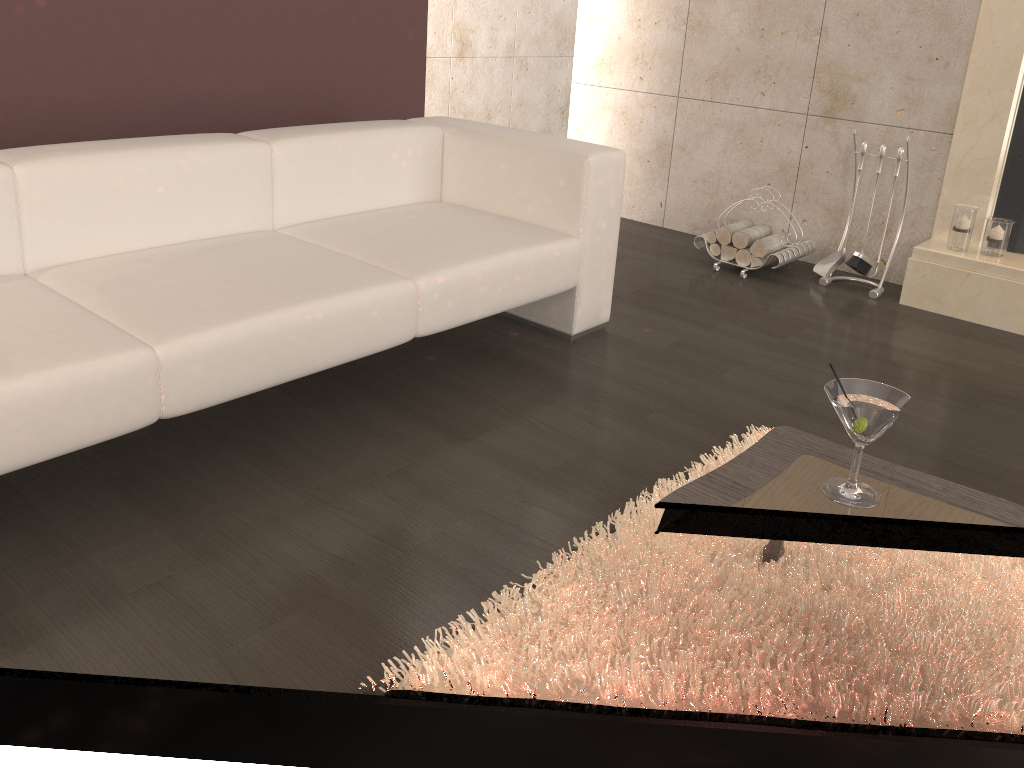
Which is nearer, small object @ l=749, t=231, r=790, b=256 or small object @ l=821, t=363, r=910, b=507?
small object @ l=821, t=363, r=910, b=507

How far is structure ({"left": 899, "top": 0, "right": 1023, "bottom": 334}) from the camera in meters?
3.4

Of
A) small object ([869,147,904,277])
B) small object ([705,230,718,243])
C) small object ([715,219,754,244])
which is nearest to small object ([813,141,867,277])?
small object ([869,147,904,277])

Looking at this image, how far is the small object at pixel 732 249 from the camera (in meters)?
3.98

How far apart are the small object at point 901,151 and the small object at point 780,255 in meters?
0.6

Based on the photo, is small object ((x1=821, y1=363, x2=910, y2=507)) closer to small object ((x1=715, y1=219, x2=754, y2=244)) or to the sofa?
the sofa

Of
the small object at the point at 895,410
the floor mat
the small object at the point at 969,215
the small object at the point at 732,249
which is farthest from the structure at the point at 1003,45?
the small object at the point at 895,410

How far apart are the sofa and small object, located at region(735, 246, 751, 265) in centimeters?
109cm

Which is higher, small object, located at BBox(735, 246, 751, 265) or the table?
the table

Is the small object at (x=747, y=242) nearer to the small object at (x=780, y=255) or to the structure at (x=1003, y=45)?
the small object at (x=780, y=255)
